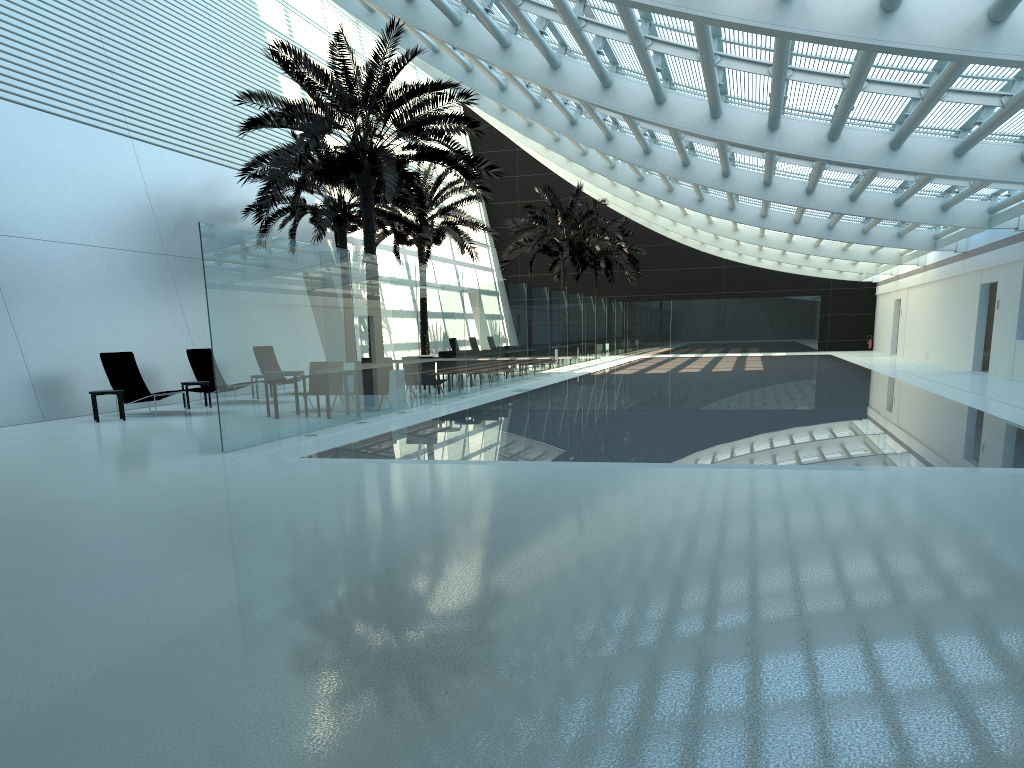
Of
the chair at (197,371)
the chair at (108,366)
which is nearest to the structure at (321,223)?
the chair at (197,371)

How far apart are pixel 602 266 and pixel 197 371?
26.3 meters

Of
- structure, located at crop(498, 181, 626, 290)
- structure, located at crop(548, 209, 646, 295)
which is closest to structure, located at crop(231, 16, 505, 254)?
structure, located at crop(498, 181, 626, 290)

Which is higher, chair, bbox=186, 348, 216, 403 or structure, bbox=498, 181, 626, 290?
structure, bbox=498, 181, 626, 290

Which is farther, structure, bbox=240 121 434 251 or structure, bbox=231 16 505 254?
structure, bbox=240 121 434 251

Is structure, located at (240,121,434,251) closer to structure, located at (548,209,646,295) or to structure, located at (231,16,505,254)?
structure, located at (231,16,505,254)

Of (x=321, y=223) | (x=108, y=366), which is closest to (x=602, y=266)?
(x=321, y=223)

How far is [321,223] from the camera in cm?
2226

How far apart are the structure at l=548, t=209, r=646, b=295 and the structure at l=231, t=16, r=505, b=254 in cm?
2329

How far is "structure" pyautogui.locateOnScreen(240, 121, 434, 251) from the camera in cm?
2226
